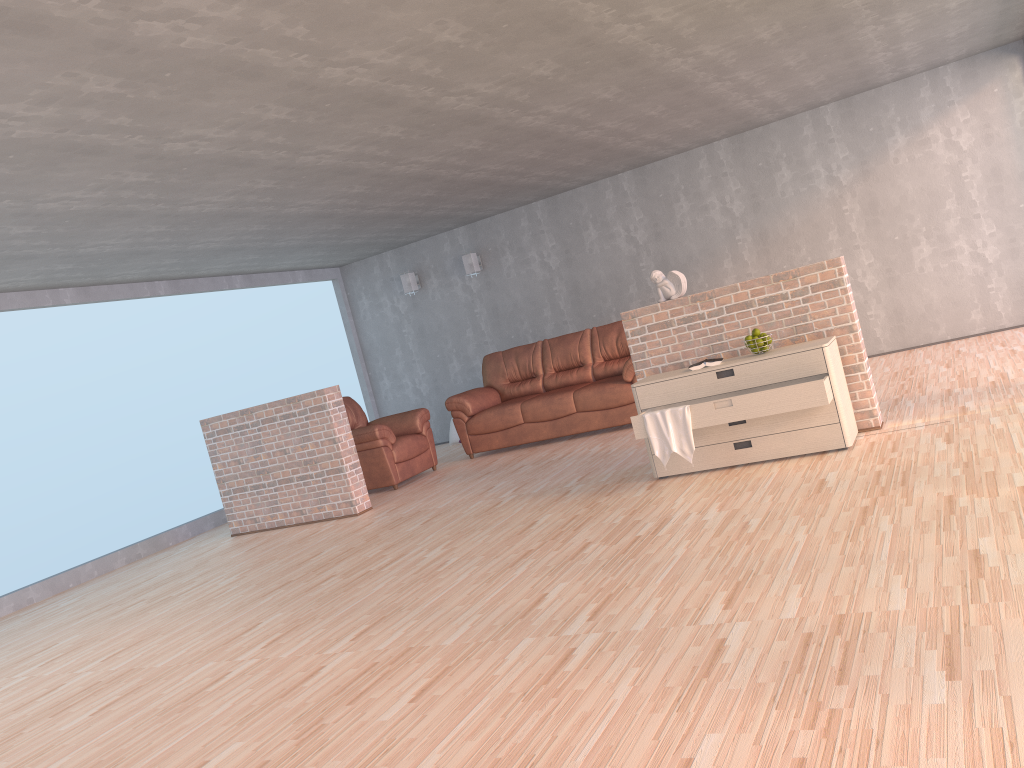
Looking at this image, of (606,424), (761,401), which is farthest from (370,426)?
(761,401)

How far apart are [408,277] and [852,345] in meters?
6.3 m

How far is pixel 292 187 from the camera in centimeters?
617cm

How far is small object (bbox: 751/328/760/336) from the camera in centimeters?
529cm

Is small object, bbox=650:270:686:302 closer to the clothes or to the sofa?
the clothes

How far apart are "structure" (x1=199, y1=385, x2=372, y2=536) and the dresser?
2.74m

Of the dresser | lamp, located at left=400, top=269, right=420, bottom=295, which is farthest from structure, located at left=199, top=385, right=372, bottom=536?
lamp, located at left=400, top=269, right=420, bottom=295

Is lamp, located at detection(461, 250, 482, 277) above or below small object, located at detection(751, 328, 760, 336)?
above

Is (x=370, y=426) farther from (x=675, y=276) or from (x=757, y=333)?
(x=757, y=333)

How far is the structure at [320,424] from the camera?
7.1m
